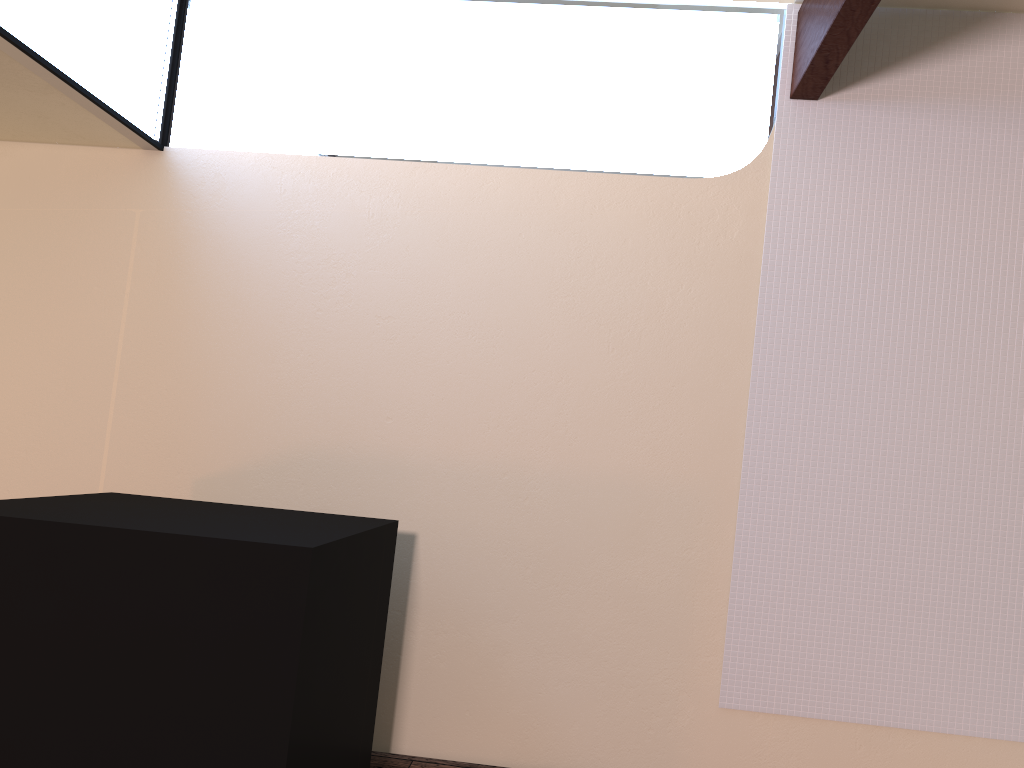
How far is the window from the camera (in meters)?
2.45

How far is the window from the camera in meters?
2.4 m

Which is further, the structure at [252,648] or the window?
the window

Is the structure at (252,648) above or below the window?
below

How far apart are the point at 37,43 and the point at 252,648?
1.8 meters

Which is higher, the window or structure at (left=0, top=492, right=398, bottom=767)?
the window

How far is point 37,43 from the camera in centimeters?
245cm

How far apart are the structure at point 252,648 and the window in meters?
1.2 m

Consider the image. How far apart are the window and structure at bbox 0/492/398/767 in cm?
118

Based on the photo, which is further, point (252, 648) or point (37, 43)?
point (37, 43)
